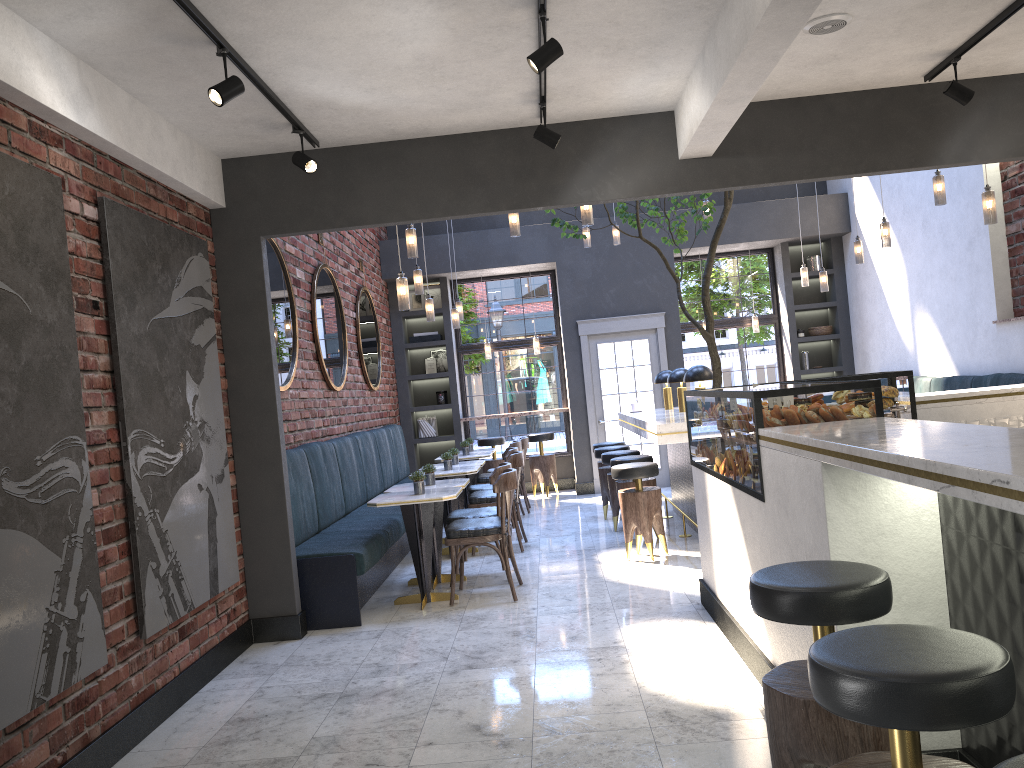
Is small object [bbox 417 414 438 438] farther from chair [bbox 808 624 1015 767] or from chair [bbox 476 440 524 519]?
chair [bbox 808 624 1015 767]

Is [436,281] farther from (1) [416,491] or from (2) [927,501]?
(2) [927,501]

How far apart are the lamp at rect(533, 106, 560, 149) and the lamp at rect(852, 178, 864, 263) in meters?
4.6 m

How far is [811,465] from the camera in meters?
2.9 m

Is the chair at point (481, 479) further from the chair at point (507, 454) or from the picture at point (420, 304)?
the picture at point (420, 304)

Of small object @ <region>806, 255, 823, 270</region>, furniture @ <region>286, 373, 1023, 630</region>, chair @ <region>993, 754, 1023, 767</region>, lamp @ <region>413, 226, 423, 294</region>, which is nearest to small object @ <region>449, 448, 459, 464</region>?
furniture @ <region>286, 373, 1023, 630</region>

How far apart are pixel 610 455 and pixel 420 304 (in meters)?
4.79

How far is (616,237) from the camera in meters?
10.2 m

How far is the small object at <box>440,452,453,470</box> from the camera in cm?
791

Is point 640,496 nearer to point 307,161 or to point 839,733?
point 307,161
